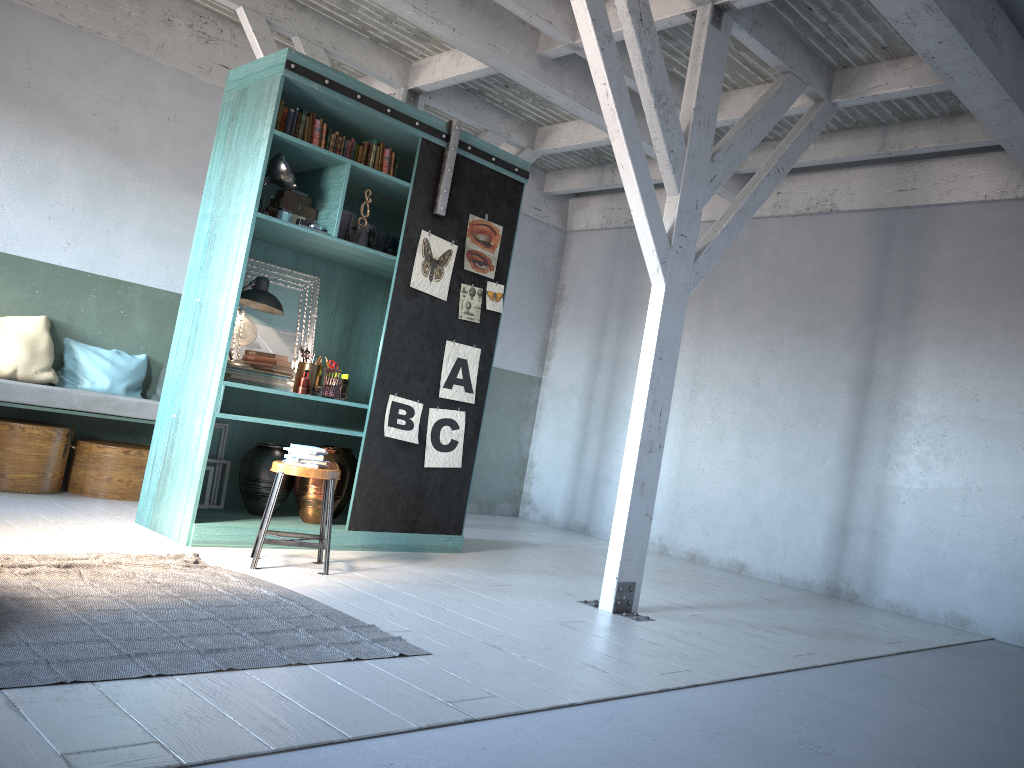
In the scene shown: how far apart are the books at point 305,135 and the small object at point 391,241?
1.0m

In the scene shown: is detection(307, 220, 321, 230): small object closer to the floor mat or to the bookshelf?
the bookshelf

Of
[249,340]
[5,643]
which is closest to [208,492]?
[249,340]

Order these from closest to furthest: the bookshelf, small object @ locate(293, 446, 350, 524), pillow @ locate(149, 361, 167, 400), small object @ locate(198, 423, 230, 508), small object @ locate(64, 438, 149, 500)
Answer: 1. the bookshelf
2. small object @ locate(293, 446, 350, 524)
3. small object @ locate(198, 423, 230, 508)
4. small object @ locate(64, 438, 149, 500)
5. pillow @ locate(149, 361, 167, 400)

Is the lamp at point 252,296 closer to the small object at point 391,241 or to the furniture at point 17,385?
the small object at point 391,241

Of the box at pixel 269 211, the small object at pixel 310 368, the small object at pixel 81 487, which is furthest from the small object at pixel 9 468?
the box at pixel 269 211

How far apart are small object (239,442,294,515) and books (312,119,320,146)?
2.41m

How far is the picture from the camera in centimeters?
696cm

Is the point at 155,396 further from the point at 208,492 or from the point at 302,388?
the point at 302,388

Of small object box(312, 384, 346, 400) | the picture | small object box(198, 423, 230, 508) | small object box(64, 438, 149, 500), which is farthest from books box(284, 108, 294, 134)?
small object box(64, 438, 149, 500)
